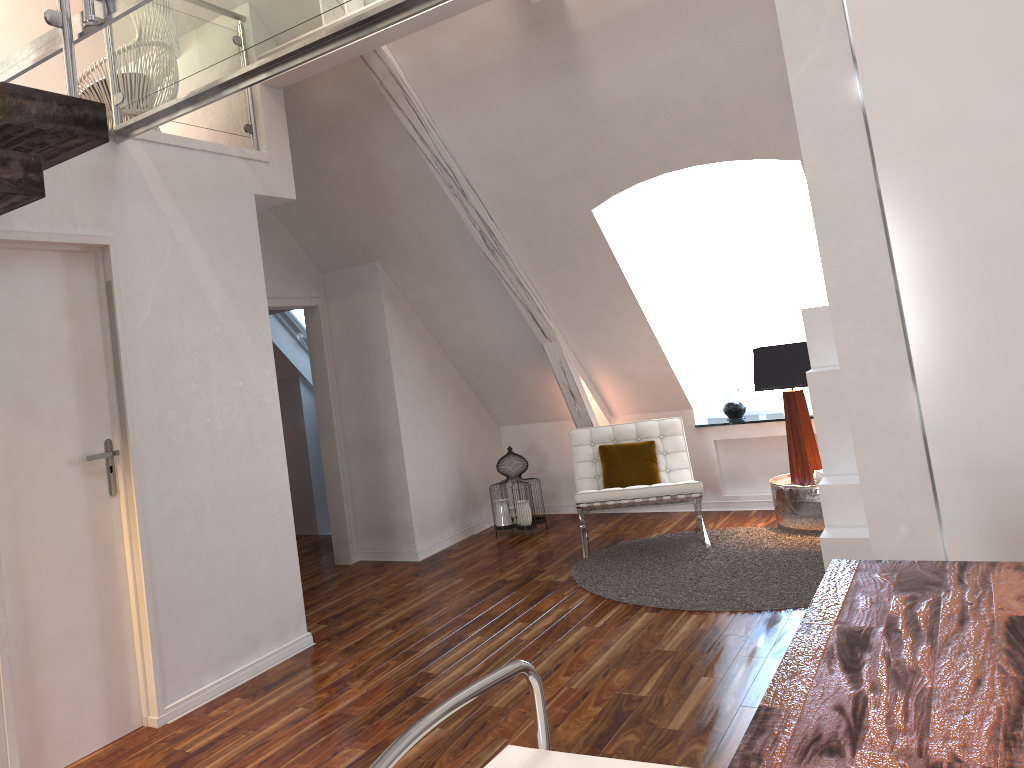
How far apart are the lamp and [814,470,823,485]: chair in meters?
0.3 m

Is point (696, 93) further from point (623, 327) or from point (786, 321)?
point (786, 321)

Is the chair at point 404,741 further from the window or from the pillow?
the window

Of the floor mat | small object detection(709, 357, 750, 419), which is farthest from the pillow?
small object detection(709, 357, 750, 419)

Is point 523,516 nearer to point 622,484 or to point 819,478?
point 622,484

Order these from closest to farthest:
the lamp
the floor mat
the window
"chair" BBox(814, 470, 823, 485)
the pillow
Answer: the floor mat → "chair" BBox(814, 470, 823, 485) → the lamp → the pillow → the window

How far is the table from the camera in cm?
498

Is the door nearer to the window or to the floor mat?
the floor mat

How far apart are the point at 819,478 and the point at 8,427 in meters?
3.8

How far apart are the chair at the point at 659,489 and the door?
2.5 meters
